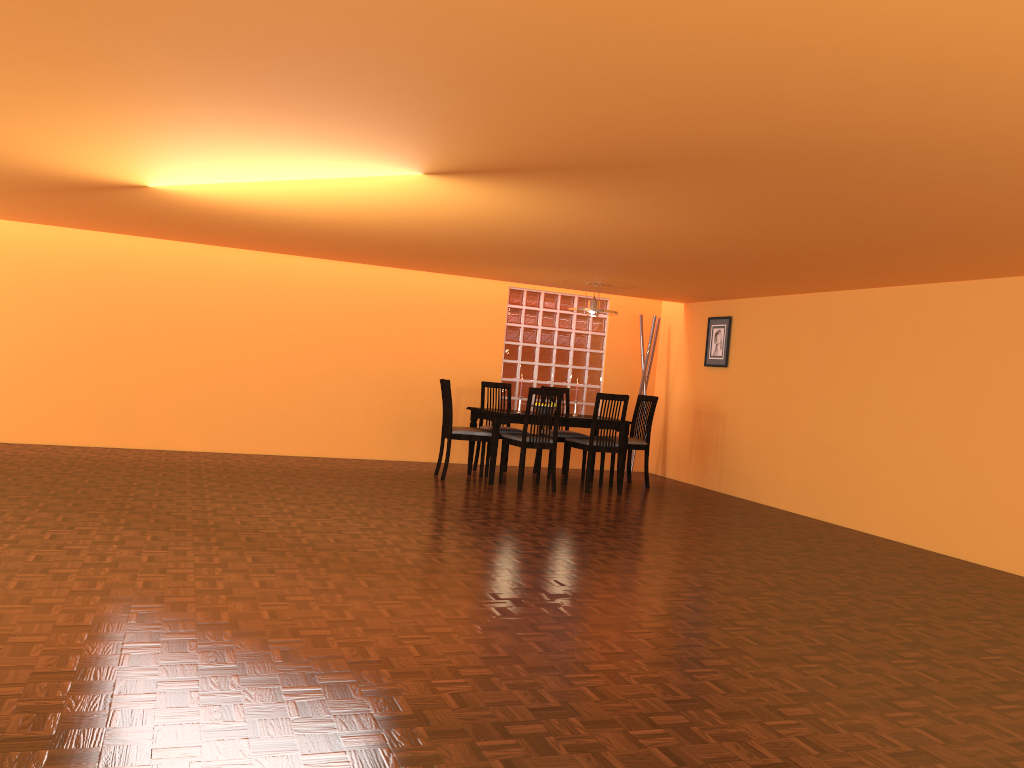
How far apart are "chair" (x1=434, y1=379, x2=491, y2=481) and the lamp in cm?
133

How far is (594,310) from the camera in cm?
737

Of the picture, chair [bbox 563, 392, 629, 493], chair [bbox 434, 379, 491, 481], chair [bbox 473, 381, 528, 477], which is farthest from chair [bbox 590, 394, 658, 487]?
chair [bbox 434, 379, 491, 481]

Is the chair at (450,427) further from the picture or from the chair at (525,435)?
the picture

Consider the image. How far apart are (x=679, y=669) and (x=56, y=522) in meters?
3.1

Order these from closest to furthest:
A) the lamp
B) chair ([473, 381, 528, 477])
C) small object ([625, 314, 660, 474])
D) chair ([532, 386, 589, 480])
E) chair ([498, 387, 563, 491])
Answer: chair ([498, 387, 563, 491]), the lamp, chair ([473, 381, 528, 477]), chair ([532, 386, 589, 480]), small object ([625, 314, 660, 474])

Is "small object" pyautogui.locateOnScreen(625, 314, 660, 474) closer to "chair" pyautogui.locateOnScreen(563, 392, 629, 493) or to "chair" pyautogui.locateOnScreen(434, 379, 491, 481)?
"chair" pyautogui.locateOnScreen(563, 392, 629, 493)

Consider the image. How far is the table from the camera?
7.0m

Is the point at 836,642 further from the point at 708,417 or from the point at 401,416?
the point at 401,416

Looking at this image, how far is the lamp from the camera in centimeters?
737cm
